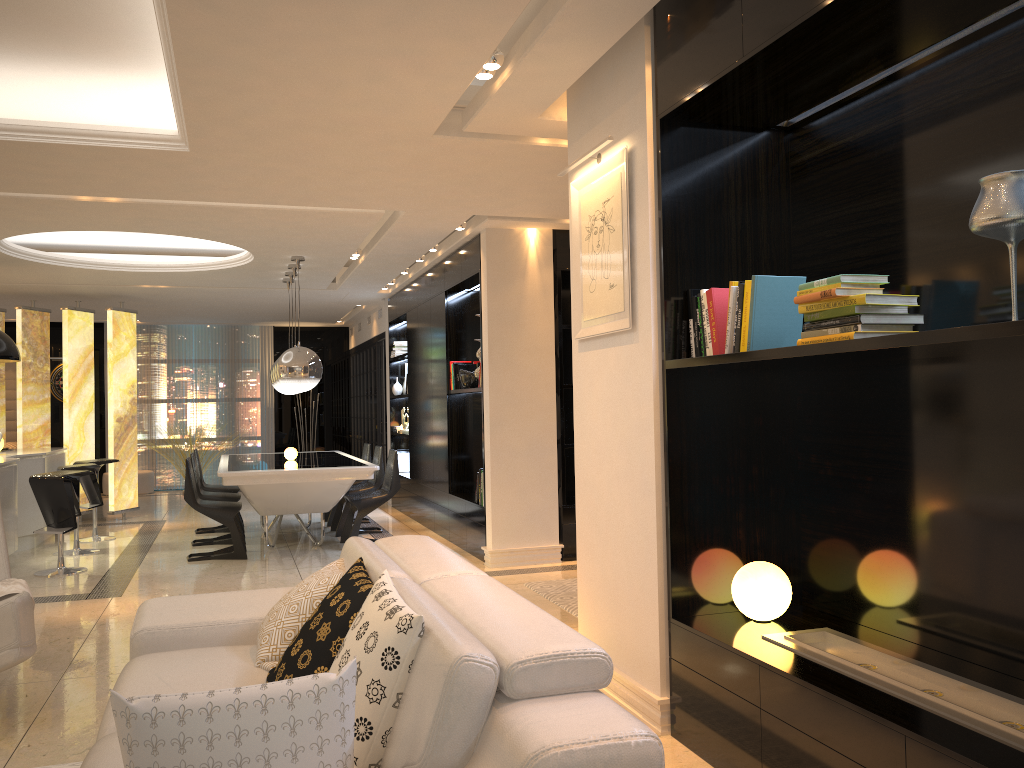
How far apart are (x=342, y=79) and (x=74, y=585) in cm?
460

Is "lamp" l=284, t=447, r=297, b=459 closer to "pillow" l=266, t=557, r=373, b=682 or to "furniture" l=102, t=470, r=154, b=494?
"pillow" l=266, t=557, r=373, b=682

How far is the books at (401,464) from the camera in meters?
10.9 m

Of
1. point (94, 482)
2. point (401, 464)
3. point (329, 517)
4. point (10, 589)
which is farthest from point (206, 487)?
point (10, 589)

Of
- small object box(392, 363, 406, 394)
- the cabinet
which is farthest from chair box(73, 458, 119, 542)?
small object box(392, 363, 406, 394)

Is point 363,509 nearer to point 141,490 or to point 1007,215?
point 1007,215

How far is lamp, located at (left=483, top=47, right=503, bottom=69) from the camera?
3.67m

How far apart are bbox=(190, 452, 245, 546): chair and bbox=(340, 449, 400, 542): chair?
1.05m

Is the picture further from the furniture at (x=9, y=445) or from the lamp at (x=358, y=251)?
the furniture at (x=9, y=445)

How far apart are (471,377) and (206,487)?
3.24m
